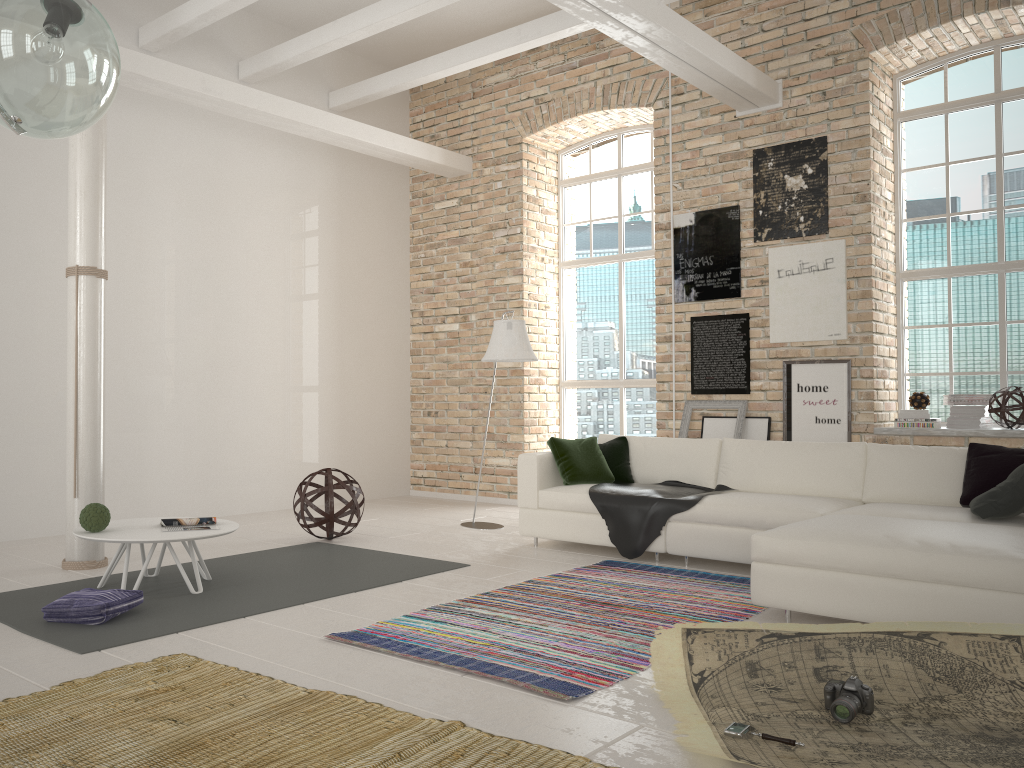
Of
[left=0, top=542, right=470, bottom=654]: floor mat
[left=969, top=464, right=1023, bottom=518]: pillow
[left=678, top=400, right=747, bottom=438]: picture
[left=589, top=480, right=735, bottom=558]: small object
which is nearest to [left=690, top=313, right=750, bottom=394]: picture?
[left=678, top=400, right=747, bottom=438]: picture

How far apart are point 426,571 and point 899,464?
3.0m

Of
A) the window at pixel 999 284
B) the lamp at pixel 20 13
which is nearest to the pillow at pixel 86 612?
the lamp at pixel 20 13

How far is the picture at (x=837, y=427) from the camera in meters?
6.9

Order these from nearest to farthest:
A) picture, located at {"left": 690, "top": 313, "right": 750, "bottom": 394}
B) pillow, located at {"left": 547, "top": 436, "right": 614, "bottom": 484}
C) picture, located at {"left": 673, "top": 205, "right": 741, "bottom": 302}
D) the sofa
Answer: the sofa → pillow, located at {"left": 547, "top": 436, "right": 614, "bottom": 484} → picture, located at {"left": 690, "top": 313, "right": 750, "bottom": 394} → picture, located at {"left": 673, "top": 205, "right": 741, "bottom": 302}

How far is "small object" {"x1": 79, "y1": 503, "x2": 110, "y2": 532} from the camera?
4.69m

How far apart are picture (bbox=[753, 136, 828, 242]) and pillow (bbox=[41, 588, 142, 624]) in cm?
573

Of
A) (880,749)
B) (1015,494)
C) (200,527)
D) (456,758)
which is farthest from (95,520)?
(1015,494)

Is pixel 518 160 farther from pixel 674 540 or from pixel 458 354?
pixel 674 540

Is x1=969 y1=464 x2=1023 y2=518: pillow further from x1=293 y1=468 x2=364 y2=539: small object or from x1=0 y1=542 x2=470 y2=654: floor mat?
x1=293 y1=468 x2=364 y2=539: small object
